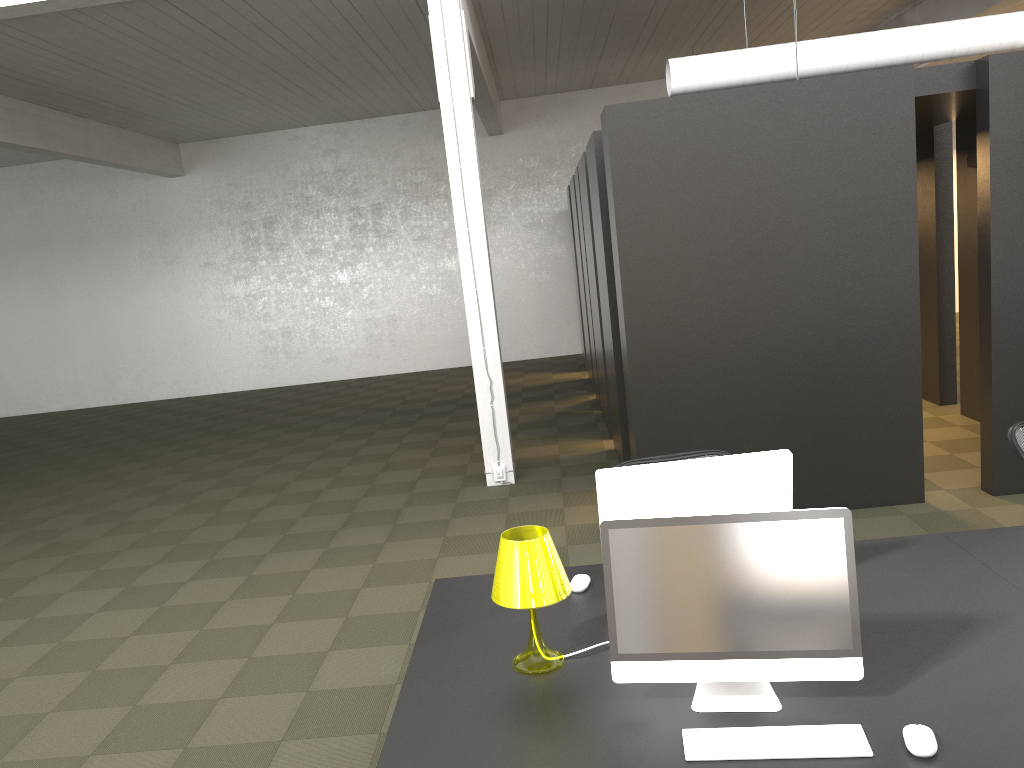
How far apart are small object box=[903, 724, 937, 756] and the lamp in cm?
96

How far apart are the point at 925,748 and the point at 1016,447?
2.4m

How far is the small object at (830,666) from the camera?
2.31m

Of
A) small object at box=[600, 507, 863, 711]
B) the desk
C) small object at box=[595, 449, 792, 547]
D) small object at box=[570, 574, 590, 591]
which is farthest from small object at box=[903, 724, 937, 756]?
small object at box=[570, 574, 590, 591]

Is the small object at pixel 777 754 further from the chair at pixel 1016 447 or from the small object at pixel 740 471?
the chair at pixel 1016 447

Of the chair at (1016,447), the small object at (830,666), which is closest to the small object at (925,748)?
the small object at (830,666)

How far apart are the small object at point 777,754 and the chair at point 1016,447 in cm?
233

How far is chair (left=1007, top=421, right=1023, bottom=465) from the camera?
3.98m

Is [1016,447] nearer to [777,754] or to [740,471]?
[740,471]

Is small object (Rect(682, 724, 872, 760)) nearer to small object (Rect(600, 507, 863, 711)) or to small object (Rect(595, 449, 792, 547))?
small object (Rect(600, 507, 863, 711))
